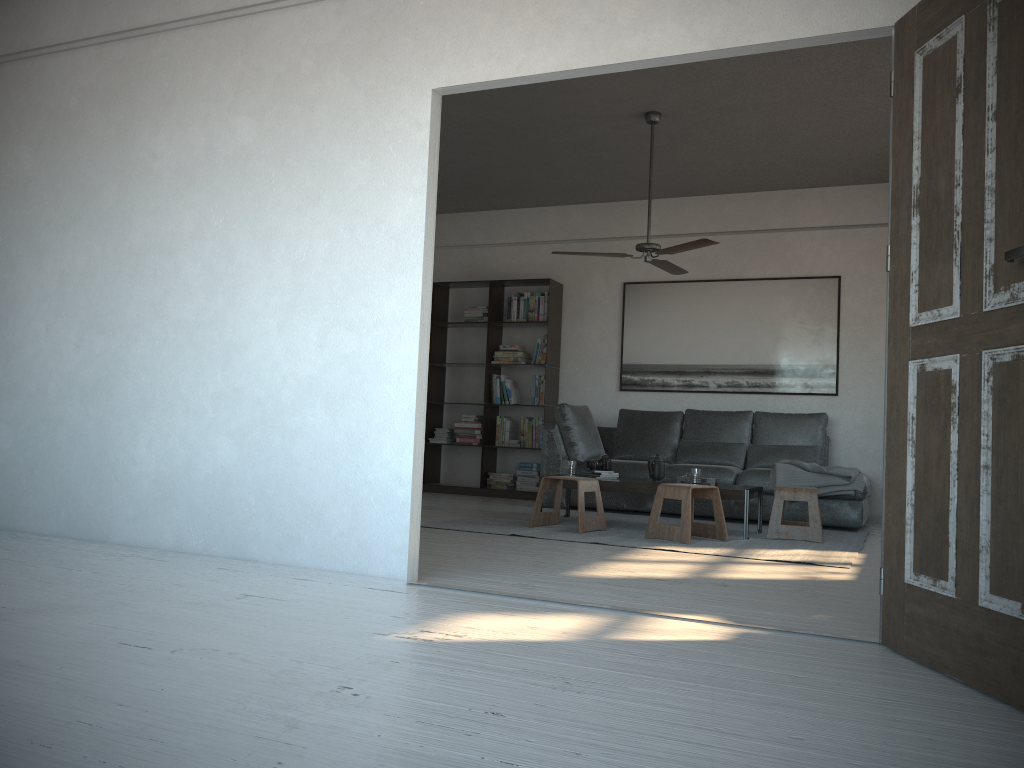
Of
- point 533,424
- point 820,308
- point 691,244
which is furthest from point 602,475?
point 820,308

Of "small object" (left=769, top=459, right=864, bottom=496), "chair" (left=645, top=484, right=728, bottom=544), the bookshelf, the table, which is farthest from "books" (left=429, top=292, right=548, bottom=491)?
"chair" (left=645, top=484, right=728, bottom=544)

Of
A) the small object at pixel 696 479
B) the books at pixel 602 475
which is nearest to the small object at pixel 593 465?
the books at pixel 602 475

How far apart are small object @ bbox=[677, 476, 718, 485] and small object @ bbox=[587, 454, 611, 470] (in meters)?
0.58

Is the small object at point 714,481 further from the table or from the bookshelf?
the bookshelf

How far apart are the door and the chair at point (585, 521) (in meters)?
2.94

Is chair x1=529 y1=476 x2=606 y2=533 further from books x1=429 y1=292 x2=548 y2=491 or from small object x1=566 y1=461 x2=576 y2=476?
books x1=429 y1=292 x2=548 y2=491

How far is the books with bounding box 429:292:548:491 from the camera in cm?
846

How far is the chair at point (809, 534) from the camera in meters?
5.7 m

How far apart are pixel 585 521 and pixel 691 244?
1.91m
